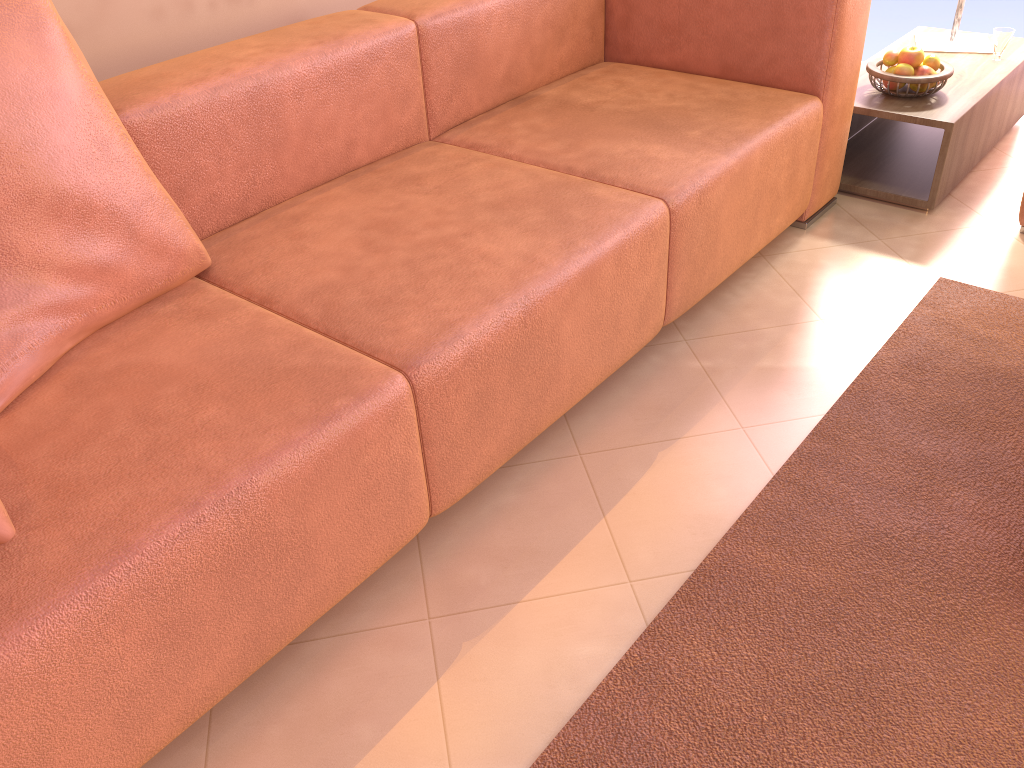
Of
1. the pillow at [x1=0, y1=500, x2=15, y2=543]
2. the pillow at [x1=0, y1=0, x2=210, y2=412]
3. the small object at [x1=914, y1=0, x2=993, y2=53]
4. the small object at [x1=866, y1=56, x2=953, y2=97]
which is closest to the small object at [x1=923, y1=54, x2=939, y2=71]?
the small object at [x1=866, y1=56, x2=953, y2=97]

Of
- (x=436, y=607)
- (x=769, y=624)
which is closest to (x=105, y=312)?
(x=436, y=607)

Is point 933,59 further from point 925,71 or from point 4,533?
point 4,533

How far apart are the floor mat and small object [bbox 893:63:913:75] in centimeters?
69cm

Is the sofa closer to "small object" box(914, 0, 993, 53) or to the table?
the table

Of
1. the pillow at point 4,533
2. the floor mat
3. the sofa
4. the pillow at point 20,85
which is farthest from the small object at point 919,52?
the pillow at point 4,533

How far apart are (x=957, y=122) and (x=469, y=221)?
1.5m

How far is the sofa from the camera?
1.11m

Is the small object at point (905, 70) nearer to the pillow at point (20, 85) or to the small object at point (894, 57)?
the small object at point (894, 57)

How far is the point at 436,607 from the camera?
1.46m
